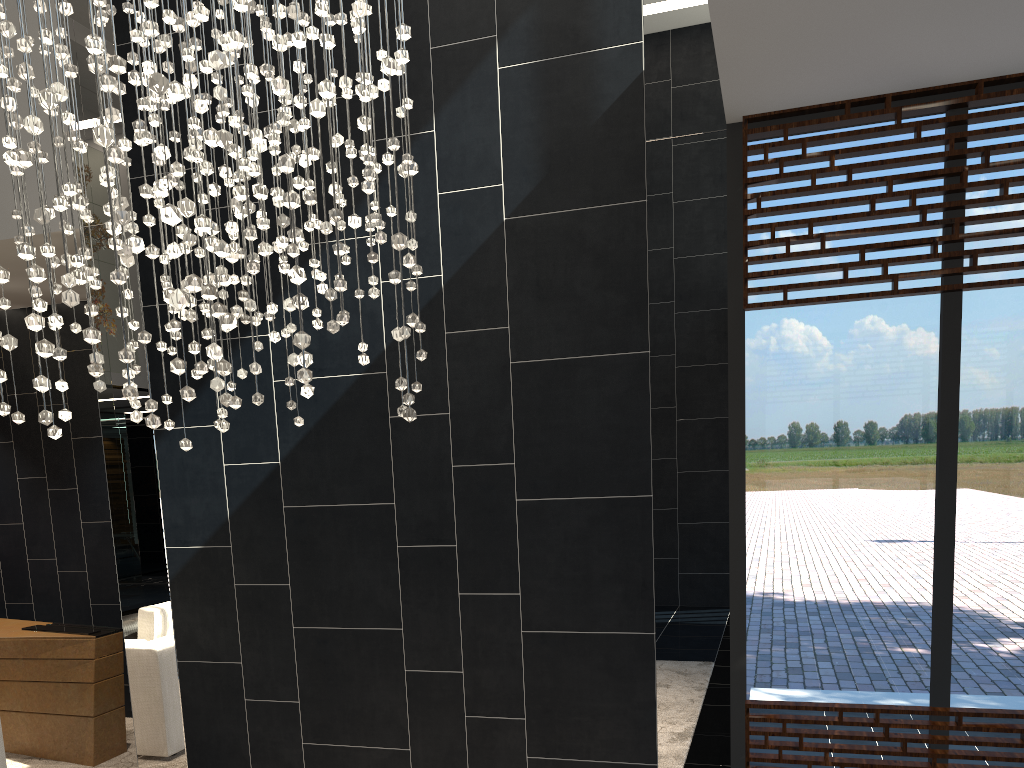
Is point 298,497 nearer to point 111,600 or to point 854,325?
point 854,325

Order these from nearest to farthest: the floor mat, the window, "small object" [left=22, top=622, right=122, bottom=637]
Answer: the window
the floor mat
"small object" [left=22, top=622, right=122, bottom=637]

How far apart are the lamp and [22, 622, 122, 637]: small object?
2.38m

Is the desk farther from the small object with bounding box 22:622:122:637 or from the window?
the window

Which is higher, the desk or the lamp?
Result: the lamp

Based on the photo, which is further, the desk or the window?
the desk

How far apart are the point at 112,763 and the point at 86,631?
0.73m

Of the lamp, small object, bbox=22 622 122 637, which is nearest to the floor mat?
small object, bbox=22 622 122 637

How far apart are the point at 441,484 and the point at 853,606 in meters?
1.7 m

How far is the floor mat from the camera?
4.75m
